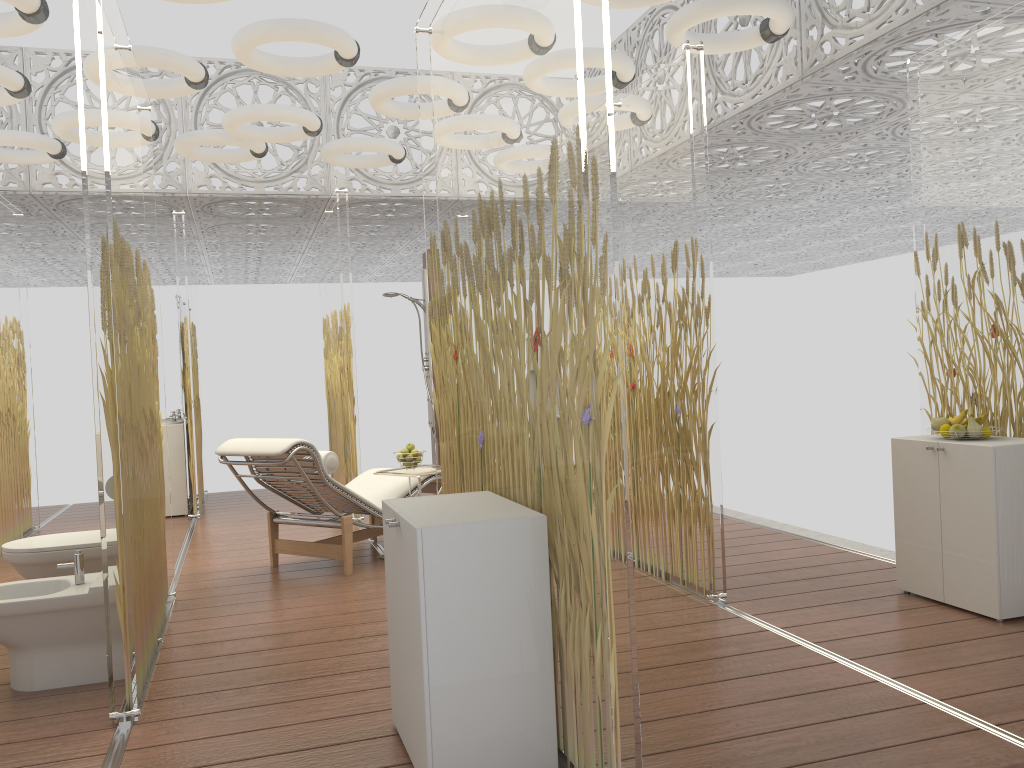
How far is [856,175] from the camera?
8.3 meters

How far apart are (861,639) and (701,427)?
1.1 meters

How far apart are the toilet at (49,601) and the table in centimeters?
197cm

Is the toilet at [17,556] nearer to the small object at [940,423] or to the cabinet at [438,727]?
the cabinet at [438,727]

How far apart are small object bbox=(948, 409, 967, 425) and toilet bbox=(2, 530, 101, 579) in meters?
3.9

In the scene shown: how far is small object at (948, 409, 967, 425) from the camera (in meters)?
3.91

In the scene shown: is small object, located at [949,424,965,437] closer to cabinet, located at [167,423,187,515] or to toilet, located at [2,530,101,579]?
toilet, located at [2,530,101,579]

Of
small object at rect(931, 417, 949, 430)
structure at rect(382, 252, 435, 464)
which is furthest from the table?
structure at rect(382, 252, 435, 464)

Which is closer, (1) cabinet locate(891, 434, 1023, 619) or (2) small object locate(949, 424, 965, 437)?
(1) cabinet locate(891, 434, 1023, 619)

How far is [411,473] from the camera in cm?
524
